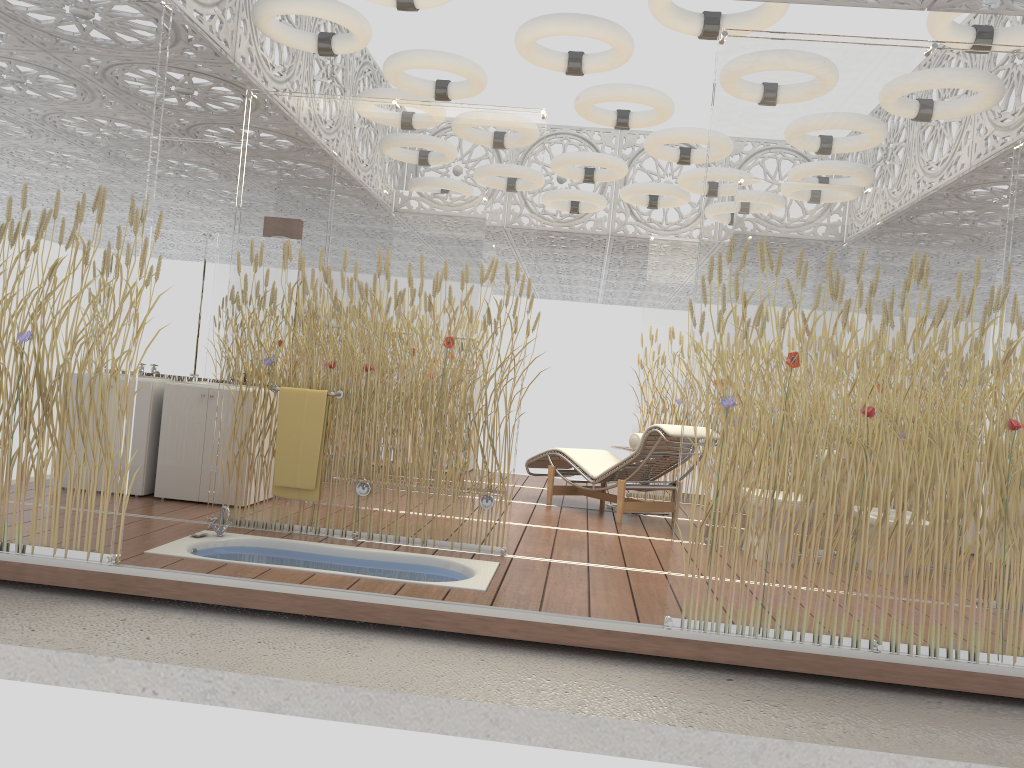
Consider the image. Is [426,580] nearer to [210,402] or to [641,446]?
[210,402]

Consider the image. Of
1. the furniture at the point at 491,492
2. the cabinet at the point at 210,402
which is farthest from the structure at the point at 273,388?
the cabinet at the point at 210,402

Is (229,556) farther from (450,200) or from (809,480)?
(809,480)

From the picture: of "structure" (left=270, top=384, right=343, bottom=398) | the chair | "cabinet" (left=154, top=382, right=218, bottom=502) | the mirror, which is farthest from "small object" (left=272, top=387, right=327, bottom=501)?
the chair

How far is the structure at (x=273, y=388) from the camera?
5.2m

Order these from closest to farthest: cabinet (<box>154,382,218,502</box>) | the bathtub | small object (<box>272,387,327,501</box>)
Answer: the bathtub
small object (<box>272,387,327,501</box>)
cabinet (<box>154,382,218,502</box>)

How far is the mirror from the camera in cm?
656

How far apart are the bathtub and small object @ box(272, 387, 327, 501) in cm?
30

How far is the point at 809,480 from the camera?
3.78m

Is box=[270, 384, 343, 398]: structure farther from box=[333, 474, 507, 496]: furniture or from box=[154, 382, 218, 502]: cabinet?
box=[154, 382, 218, 502]: cabinet
